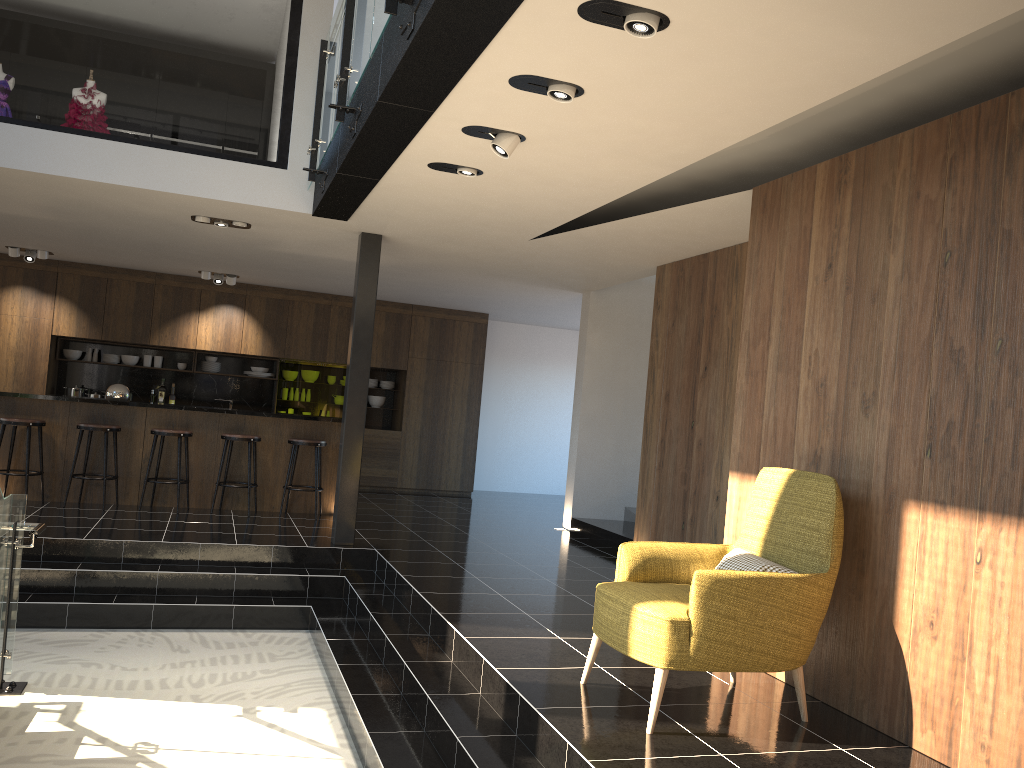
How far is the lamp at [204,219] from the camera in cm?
760

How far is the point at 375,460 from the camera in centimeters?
1257cm

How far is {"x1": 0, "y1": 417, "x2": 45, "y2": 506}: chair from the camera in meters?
8.2 m

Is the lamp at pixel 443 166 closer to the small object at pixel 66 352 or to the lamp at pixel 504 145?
the lamp at pixel 504 145

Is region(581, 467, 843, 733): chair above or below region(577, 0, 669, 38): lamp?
below

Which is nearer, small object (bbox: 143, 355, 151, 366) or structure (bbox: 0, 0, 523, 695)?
structure (bbox: 0, 0, 523, 695)

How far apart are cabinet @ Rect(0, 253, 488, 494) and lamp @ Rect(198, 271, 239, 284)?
0.6m

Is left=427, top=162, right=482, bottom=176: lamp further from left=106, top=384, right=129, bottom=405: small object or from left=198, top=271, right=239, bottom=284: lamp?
left=198, top=271, right=239, bottom=284: lamp

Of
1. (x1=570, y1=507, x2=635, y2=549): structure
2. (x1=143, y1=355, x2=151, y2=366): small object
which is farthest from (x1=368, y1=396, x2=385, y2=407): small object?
(x1=570, y1=507, x2=635, y2=549): structure

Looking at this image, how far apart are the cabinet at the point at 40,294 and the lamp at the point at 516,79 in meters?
8.8 m
